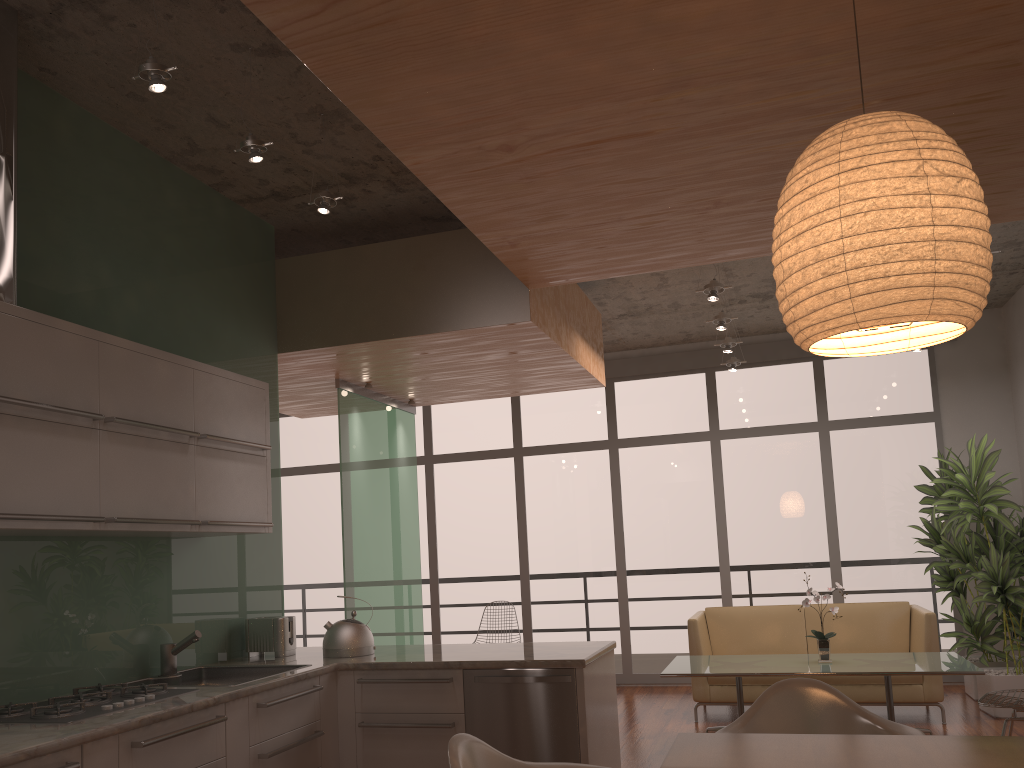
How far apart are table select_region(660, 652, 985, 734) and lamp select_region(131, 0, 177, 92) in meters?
4.3 m

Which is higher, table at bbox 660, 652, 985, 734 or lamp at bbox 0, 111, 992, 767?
lamp at bbox 0, 111, 992, 767

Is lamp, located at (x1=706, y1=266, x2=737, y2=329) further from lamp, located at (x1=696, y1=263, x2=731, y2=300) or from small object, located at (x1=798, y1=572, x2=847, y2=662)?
small object, located at (x1=798, y1=572, x2=847, y2=662)

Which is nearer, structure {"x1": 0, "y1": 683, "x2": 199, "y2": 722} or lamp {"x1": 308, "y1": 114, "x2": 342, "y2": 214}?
structure {"x1": 0, "y1": 683, "x2": 199, "y2": 722}

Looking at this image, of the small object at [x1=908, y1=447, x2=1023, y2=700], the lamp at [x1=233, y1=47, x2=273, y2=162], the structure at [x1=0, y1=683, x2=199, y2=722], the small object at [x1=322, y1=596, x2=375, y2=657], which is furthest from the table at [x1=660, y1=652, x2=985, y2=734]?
the lamp at [x1=233, y1=47, x2=273, y2=162]

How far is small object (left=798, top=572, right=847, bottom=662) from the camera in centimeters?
566cm

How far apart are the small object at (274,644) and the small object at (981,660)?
5.2 meters

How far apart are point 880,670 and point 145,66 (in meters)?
4.92

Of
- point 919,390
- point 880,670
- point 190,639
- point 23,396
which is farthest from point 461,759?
point 919,390

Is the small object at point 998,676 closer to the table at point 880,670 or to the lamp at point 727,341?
the table at point 880,670
